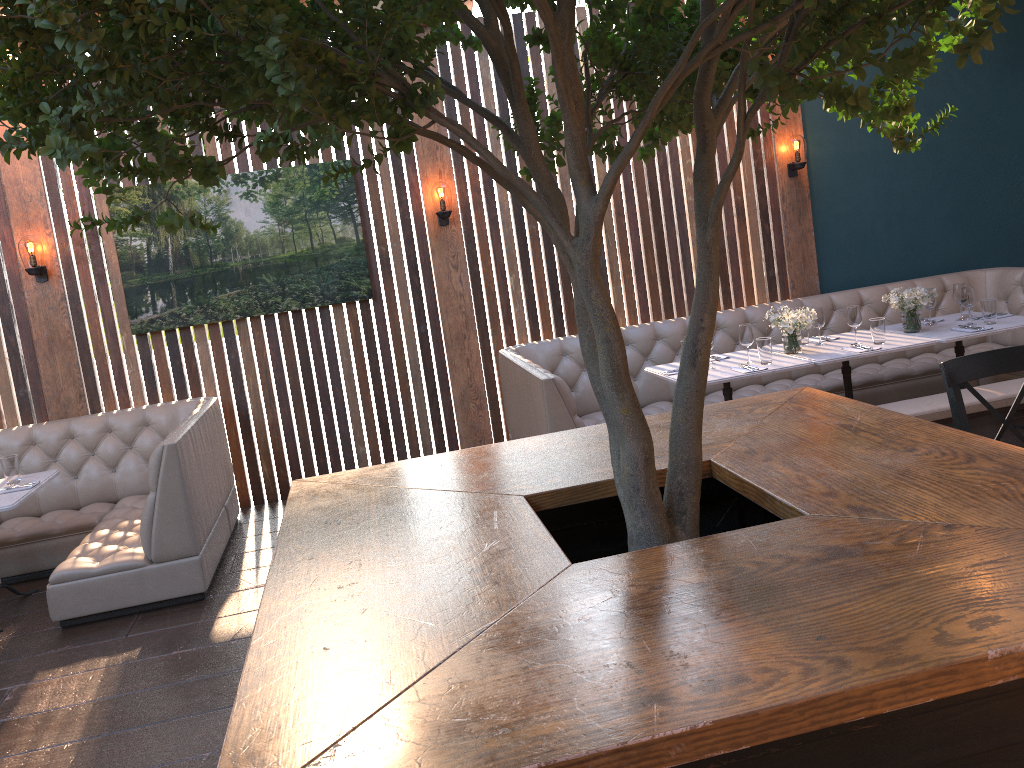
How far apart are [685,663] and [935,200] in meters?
6.8 m

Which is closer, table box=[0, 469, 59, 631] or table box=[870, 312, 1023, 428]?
table box=[0, 469, 59, 631]

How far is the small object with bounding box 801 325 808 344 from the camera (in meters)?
5.80

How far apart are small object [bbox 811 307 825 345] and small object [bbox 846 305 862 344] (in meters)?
0.20

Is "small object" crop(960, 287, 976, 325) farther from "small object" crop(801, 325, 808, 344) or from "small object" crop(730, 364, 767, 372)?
"small object" crop(730, 364, 767, 372)

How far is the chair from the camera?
3.08m

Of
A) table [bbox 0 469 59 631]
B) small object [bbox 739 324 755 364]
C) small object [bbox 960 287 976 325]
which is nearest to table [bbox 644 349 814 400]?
small object [bbox 739 324 755 364]

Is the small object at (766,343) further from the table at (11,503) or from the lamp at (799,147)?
the table at (11,503)

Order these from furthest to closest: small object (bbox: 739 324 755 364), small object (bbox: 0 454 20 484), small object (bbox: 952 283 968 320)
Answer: small object (bbox: 952 283 968 320), small object (bbox: 739 324 755 364), small object (bbox: 0 454 20 484)

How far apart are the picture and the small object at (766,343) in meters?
2.7 m
